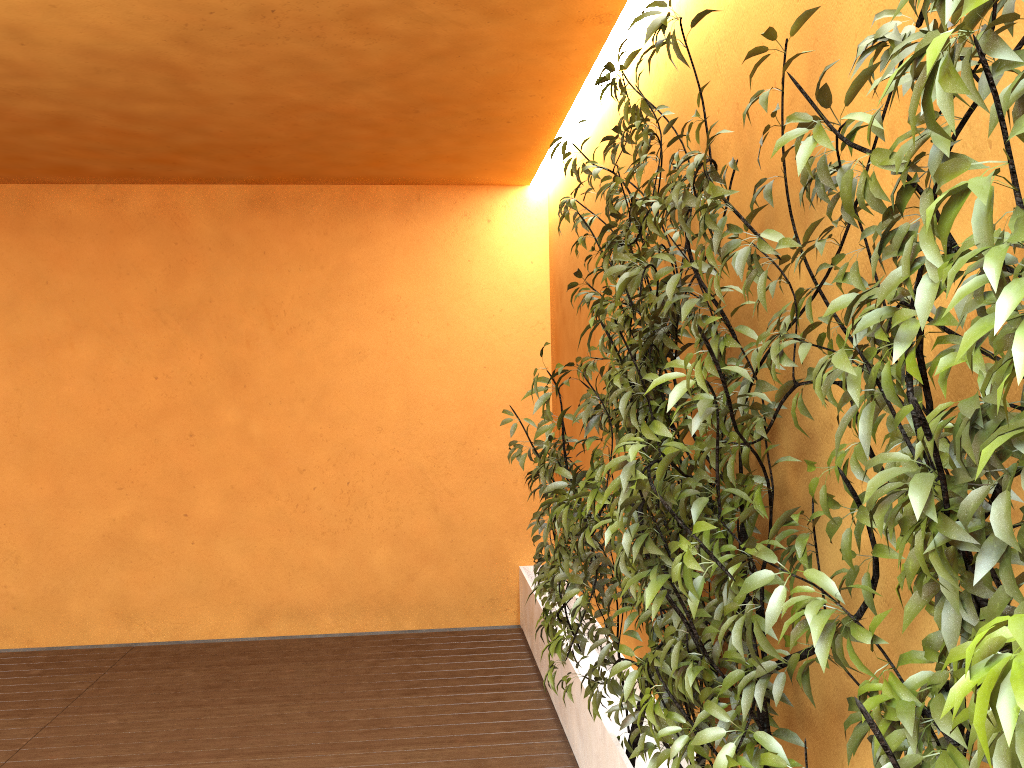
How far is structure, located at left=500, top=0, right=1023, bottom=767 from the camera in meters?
0.8 m

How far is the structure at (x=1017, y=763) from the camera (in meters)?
0.84

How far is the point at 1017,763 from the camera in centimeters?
84cm

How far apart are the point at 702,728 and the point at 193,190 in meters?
4.9 m

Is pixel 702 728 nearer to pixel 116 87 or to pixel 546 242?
pixel 116 87
